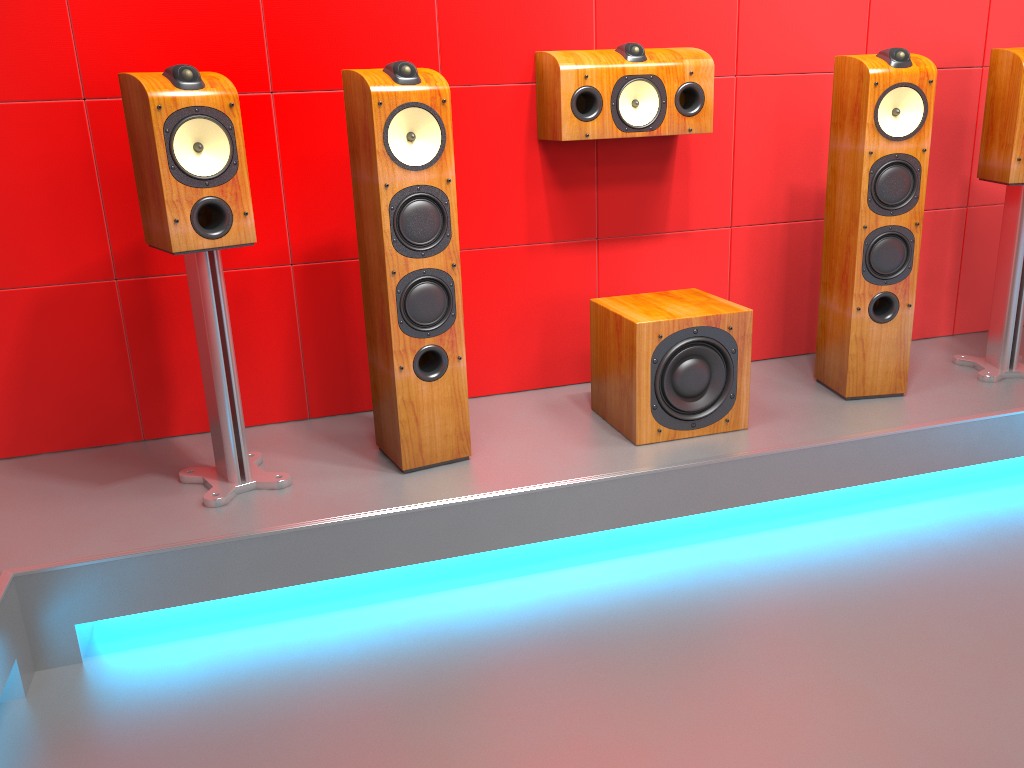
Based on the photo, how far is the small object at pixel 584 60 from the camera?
2.58m

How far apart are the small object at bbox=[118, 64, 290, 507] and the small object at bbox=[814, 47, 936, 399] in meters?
1.7

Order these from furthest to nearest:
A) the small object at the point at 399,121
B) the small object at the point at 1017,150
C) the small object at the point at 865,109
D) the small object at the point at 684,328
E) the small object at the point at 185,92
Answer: the small object at the point at 1017,150 → the small object at the point at 865,109 → the small object at the point at 684,328 → the small object at the point at 399,121 → the small object at the point at 185,92

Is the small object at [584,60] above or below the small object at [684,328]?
above

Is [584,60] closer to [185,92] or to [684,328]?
[684,328]

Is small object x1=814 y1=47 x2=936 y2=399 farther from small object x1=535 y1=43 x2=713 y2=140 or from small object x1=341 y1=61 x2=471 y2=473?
small object x1=341 y1=61 x2=471 y2=473

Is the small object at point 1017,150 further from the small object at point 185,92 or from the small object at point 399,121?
the small object at point 185,92

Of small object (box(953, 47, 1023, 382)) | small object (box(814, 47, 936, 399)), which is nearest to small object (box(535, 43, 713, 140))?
small object (box(814, 47, 936, 399))

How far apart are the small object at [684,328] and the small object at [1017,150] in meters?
0.9

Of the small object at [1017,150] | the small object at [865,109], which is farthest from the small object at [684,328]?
the small object at [1017,150]
